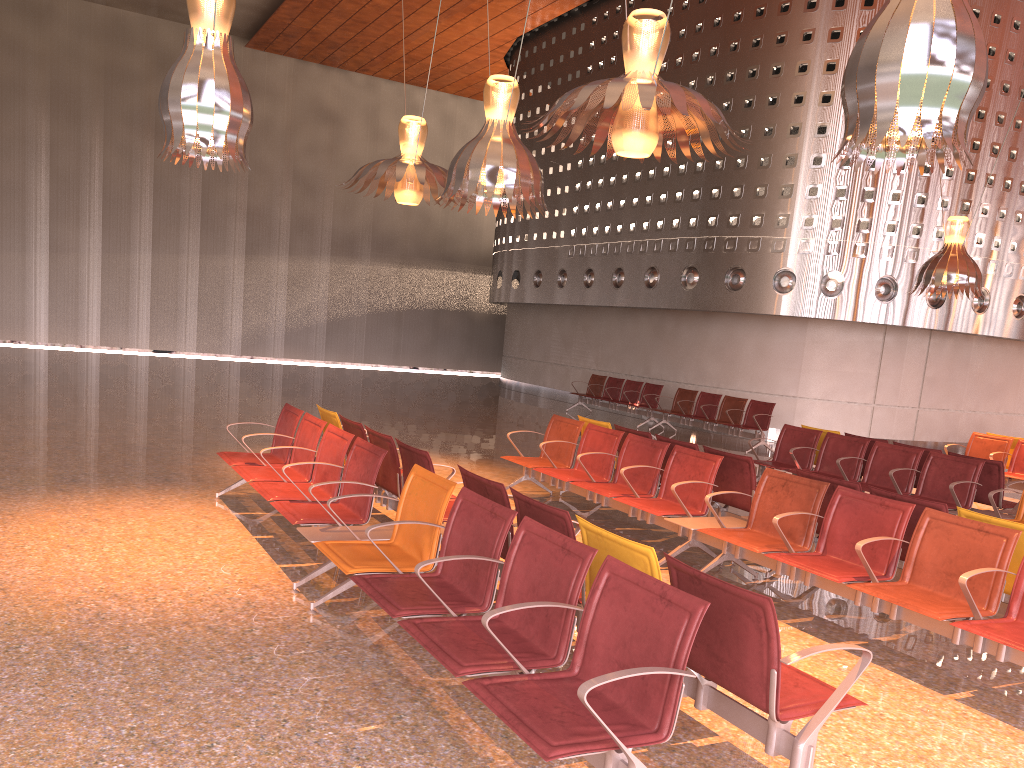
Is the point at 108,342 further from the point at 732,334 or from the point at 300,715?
the point at 300,715

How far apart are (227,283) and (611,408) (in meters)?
14.35
